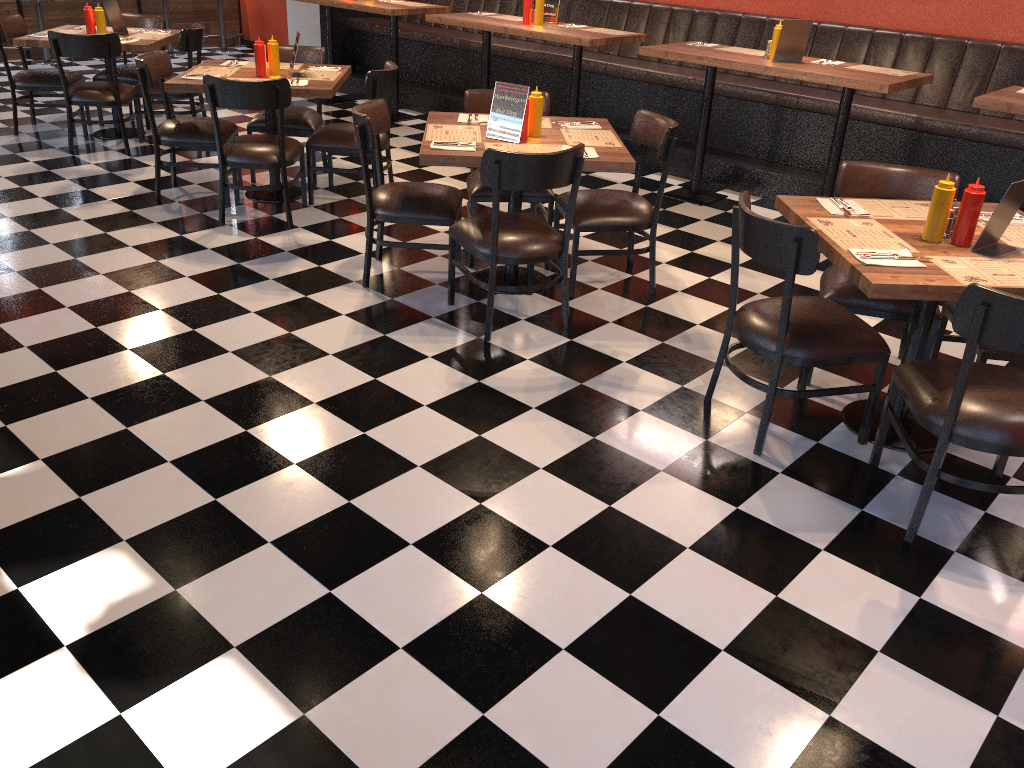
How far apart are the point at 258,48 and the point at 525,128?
2.12m

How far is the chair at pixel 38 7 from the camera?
9.75m

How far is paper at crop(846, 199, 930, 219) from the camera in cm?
336

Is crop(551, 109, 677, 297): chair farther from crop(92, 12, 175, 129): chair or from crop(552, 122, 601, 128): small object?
crop(92, 12, 175, 129): chair

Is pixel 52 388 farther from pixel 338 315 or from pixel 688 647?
pixel 688 647

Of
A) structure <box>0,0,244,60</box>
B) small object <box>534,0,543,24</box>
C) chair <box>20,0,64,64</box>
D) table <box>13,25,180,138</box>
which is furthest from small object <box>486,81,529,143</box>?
structure <box>0,0,244,60</box>

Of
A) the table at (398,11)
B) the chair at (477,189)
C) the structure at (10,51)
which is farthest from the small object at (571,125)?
the structure at (10,51)

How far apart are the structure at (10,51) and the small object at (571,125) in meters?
8.3

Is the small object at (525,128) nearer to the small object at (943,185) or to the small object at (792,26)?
the small object at (943,185)

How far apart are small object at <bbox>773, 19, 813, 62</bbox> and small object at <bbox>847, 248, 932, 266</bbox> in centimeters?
299cm
